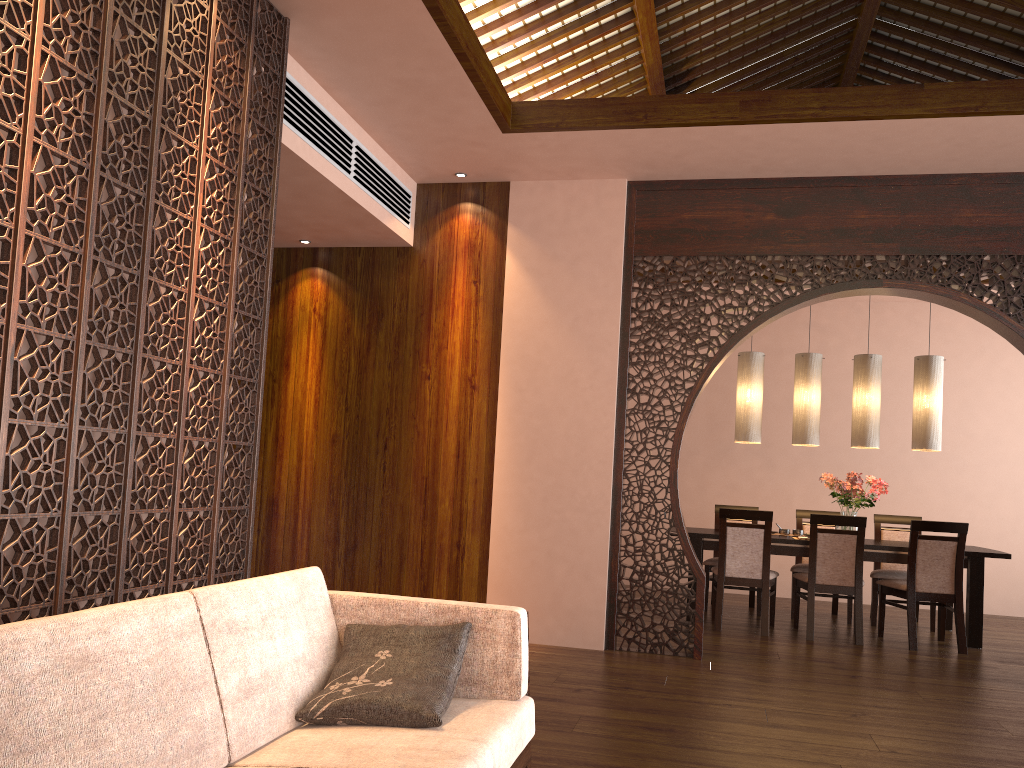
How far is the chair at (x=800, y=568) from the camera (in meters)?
→ 6.86

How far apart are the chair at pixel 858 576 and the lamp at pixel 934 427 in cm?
97

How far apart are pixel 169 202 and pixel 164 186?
0.06m

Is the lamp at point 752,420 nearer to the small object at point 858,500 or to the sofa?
the small object at point 858,500

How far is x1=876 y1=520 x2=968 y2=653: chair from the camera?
5.80m

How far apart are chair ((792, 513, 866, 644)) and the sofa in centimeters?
402cm

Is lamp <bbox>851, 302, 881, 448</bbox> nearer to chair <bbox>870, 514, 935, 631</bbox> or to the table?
the table

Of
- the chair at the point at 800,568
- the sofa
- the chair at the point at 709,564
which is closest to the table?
the chair at the point at 709,564

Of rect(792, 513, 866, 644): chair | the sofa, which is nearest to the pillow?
the sofa

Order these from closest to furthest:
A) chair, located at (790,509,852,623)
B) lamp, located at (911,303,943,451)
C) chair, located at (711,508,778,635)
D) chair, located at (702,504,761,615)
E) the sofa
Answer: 1. the sofa
2. chair, located at (711,508,778,635)
3. lamp, located at (911,303,943,451)
4. chair, located at (790,509,852,623)
5. chair, located at (702,504,761,615)
